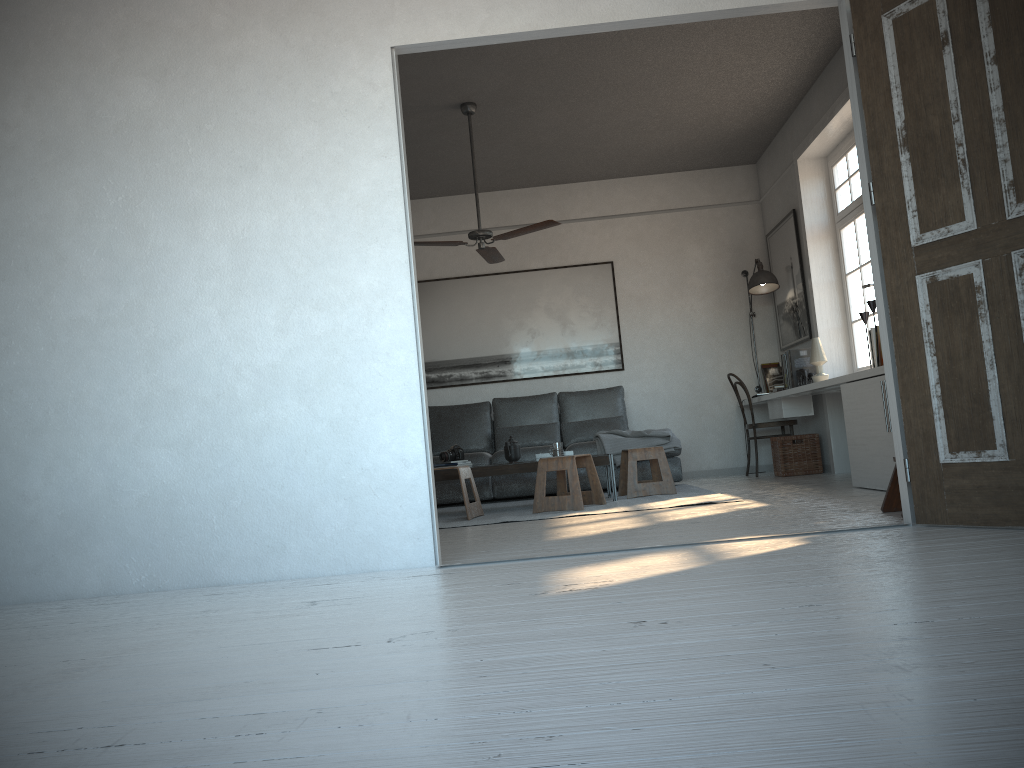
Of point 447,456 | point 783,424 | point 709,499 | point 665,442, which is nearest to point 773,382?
point 783,424

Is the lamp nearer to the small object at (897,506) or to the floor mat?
the floor mat

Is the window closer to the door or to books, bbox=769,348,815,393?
books, bbox=769,348,815,393

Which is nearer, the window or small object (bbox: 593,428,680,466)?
the window

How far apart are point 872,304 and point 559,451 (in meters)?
2.20

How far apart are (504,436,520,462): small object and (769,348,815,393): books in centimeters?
228cm

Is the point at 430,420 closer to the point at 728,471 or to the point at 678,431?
the point at 678,431

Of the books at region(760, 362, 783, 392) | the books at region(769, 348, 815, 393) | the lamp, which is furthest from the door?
the books at region(760, 362, 783, 392)

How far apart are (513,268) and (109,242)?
5.22m

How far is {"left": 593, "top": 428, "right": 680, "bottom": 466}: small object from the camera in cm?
705
